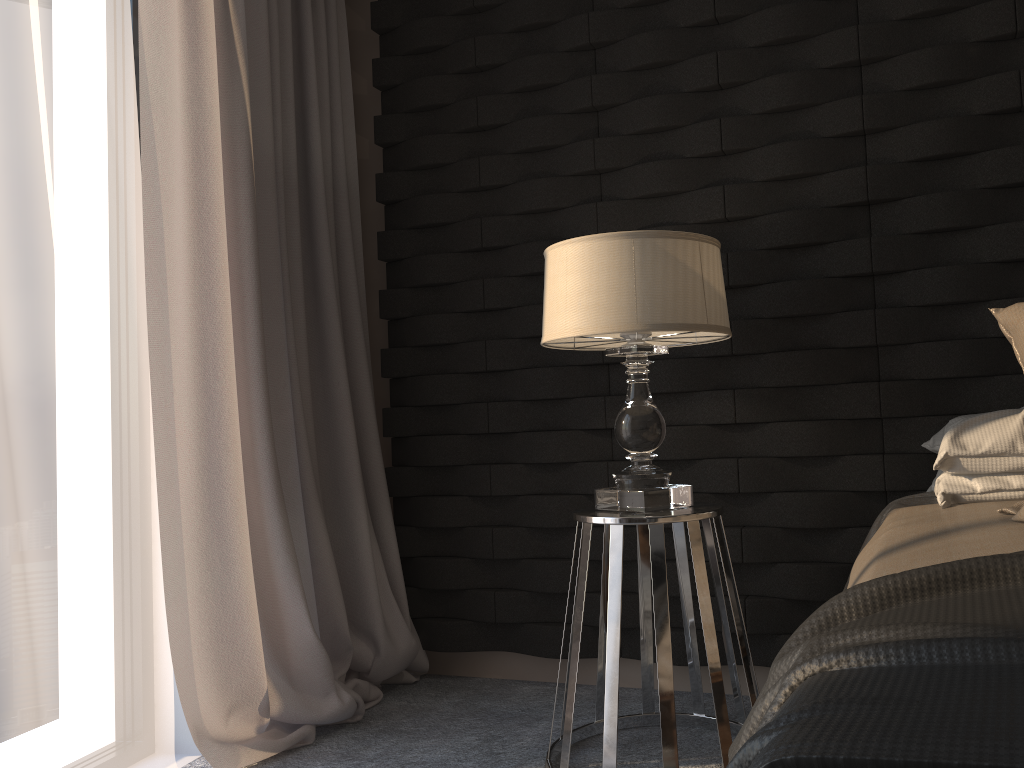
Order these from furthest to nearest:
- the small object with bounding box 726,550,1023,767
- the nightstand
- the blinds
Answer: the blinds < the nightstand < the small object with bounding box 726,550,1023,767

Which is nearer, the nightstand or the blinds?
the nightstand

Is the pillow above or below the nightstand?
above

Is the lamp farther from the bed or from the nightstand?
the bed

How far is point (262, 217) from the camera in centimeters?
255cm

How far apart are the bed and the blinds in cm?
139

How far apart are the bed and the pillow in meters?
0.0 m

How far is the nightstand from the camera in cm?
187

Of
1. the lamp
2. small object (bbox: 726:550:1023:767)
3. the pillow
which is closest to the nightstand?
the lamp

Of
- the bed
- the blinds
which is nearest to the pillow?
the bed
